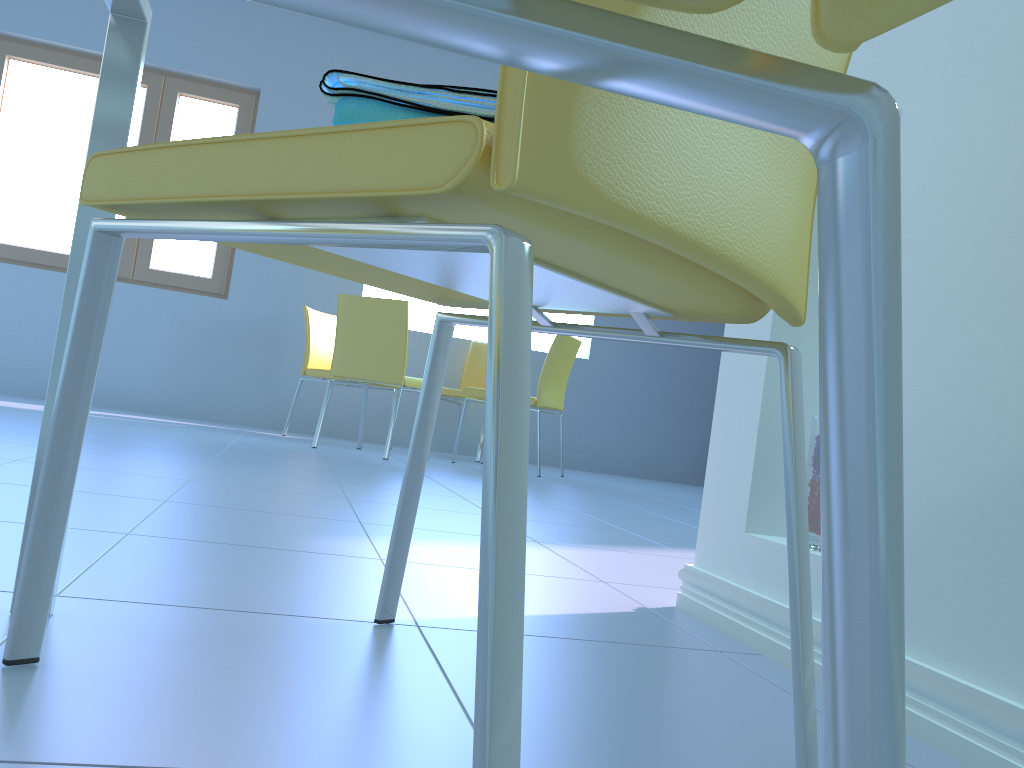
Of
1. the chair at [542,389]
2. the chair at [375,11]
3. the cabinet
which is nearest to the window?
the chair at [542,389]

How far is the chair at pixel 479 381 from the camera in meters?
5.3

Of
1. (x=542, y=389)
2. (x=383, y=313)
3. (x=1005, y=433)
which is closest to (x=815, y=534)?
(x=1005, y=433)

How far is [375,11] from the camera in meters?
0.2

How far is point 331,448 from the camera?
4.12m

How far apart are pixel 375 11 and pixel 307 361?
4.59m

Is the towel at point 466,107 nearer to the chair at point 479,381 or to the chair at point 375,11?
the chair at point 375,11

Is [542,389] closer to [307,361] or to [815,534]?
[307,361]

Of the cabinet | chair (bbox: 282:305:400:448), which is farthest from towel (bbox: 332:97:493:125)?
chair (bbox: 282:305:400:448)

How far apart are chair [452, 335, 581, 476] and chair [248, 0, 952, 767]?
4.0m
